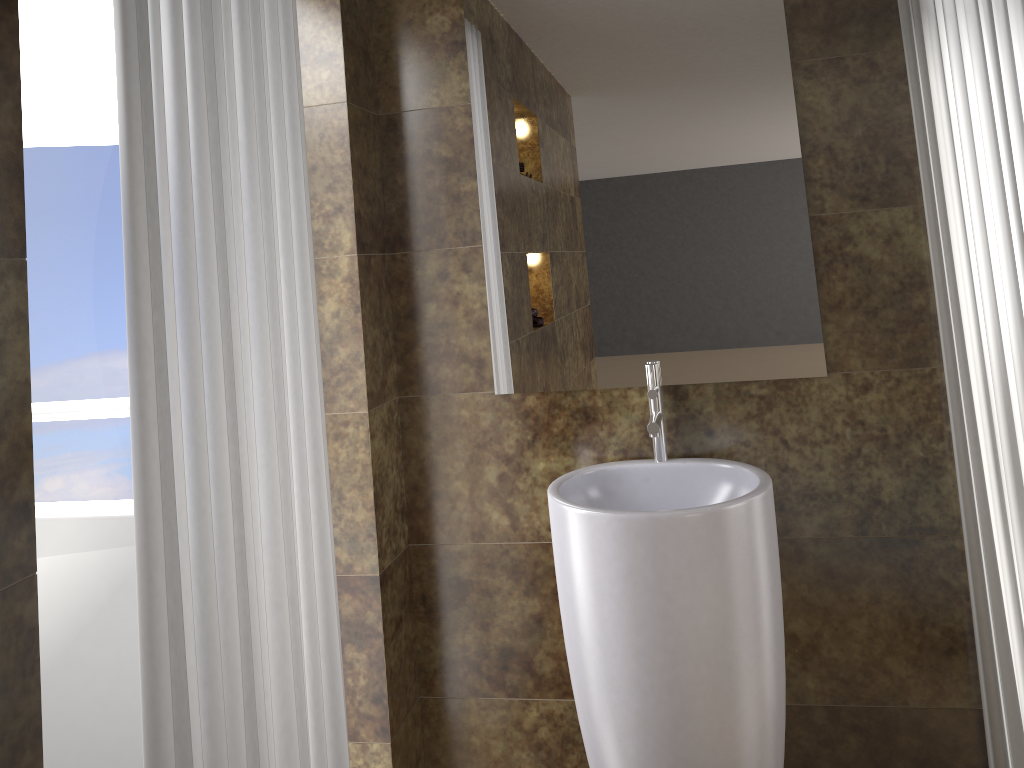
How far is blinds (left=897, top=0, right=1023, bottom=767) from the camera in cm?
182

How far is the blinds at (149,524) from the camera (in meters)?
1.17

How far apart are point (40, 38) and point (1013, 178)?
2.2 meters

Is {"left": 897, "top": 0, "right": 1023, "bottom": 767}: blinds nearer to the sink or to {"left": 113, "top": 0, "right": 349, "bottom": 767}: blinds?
the sink

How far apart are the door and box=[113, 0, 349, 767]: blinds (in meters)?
0.61

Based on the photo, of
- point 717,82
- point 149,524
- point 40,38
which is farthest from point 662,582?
point 40,38

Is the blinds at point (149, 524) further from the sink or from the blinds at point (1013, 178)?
the blinds at point (1013, 178)

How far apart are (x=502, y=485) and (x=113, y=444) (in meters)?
0.94

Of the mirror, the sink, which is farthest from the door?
the sink

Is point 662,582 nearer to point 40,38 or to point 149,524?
point 149,524
